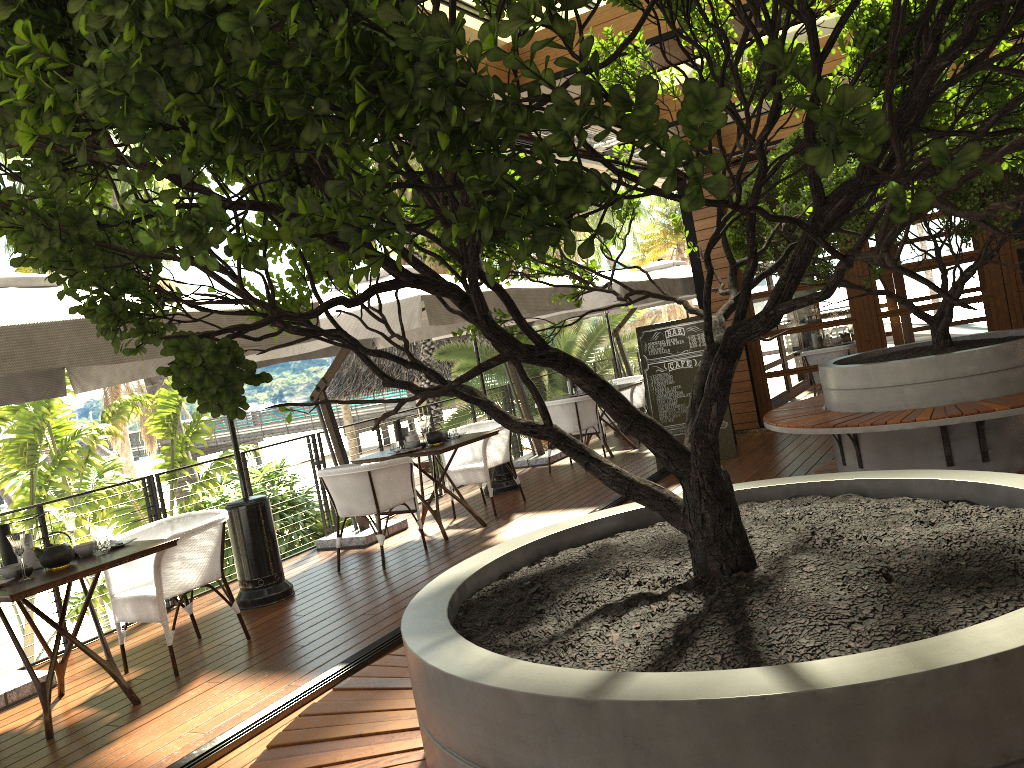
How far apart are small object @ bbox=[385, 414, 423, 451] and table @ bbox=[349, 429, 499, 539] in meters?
0.2 m

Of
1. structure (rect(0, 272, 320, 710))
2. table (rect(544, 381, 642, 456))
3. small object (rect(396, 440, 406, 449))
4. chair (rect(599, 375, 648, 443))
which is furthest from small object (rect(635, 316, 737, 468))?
structure (rect(0, 272, 320, 710))

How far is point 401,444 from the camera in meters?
7.3 m

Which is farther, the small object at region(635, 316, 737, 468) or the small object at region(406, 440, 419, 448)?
the small object at region(635, 316, 737, 468)

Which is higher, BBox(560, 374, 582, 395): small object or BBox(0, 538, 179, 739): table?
BBox(560, 374, 582, 395): small object

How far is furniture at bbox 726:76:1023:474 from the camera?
5.5 meters

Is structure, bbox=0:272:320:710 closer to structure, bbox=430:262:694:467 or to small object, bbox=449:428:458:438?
small object, bbox=449:428:458:438

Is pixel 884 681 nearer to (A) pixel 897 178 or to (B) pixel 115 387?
(A) pixel 897 178

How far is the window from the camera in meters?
8.8 m

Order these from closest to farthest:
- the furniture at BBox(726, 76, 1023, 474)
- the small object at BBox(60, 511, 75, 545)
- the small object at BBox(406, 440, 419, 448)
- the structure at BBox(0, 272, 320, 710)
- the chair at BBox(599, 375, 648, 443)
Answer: the structure at BBox(0, 272, 320, 710) → the small object at BBox(60, 511, 75, 545) → the furniture at BBox(726, 76, 1023, 474) → the small object at BBox(406, 440, 419, 448) → the chair at BBox(599, 375, 648, 443)
